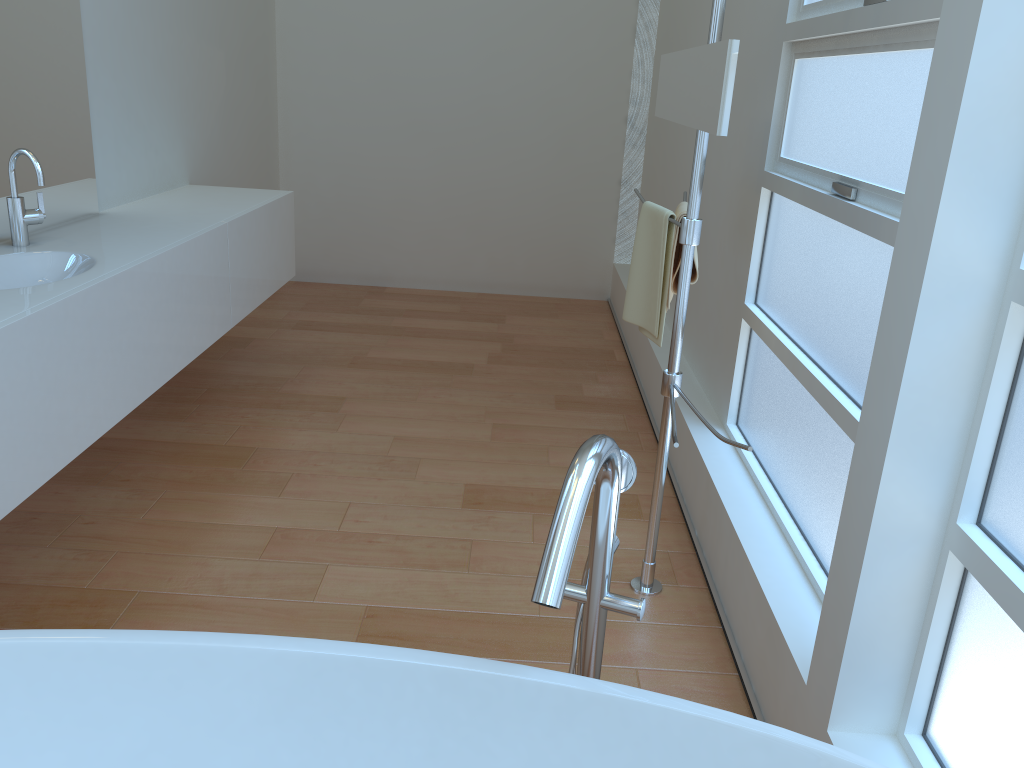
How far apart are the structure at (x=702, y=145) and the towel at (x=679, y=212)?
0.2m

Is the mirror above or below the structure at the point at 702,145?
above

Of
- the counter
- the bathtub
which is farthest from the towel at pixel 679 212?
the counter

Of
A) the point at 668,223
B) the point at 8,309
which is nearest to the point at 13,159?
the point at 8,309

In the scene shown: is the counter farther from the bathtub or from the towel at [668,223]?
the towel at [668,223]

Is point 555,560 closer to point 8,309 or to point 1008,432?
point 1008,432

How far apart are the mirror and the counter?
1.43m

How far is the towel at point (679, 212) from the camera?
2.29m

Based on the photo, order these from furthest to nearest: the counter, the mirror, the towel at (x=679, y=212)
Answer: the towel at (x=679, y=212)
the counter
the mirror

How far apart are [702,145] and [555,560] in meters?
1.2
